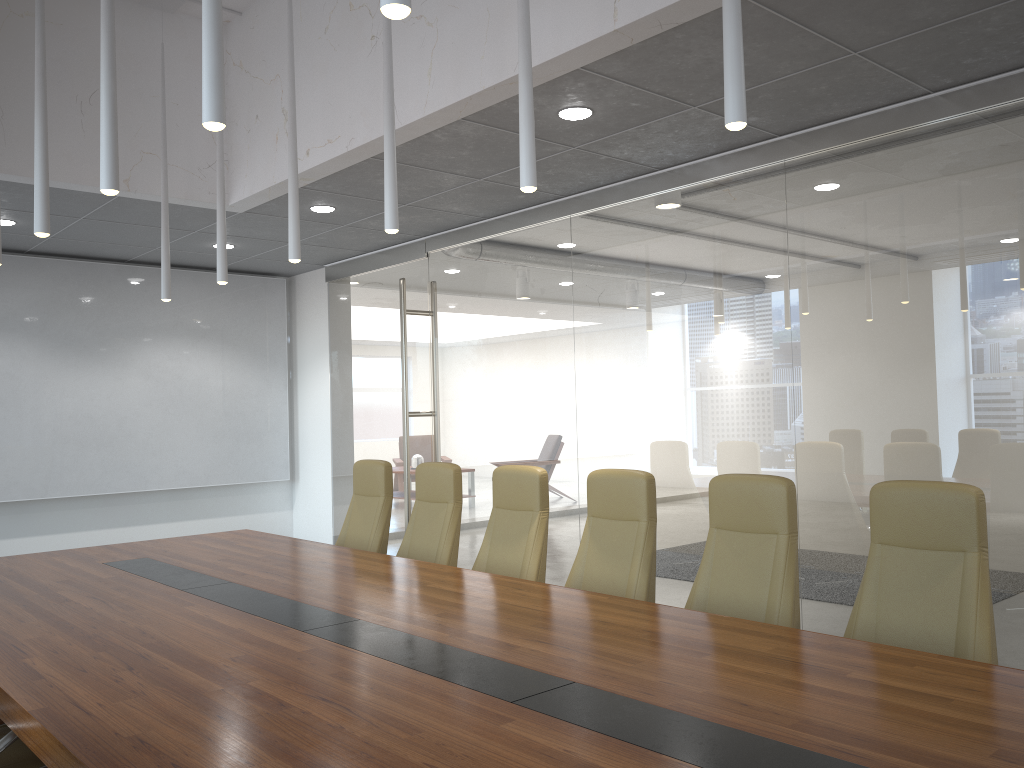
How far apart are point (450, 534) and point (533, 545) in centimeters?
79cm

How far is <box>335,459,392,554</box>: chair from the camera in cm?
624

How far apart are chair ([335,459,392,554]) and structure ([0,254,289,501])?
4.18m

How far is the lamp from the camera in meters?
2.7 m

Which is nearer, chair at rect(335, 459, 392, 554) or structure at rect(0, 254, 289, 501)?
chair at rect(335, 459, 392, 554)

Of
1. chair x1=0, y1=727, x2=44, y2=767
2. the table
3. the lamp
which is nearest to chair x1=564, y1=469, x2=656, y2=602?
the table

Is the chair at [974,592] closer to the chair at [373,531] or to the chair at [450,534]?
the chair at [450,534]

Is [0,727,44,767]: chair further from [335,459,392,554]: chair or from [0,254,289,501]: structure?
Result: [0,254,289,501]: structure

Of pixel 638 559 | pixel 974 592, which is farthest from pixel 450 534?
pixel 974 592

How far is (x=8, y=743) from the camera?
3.0m
